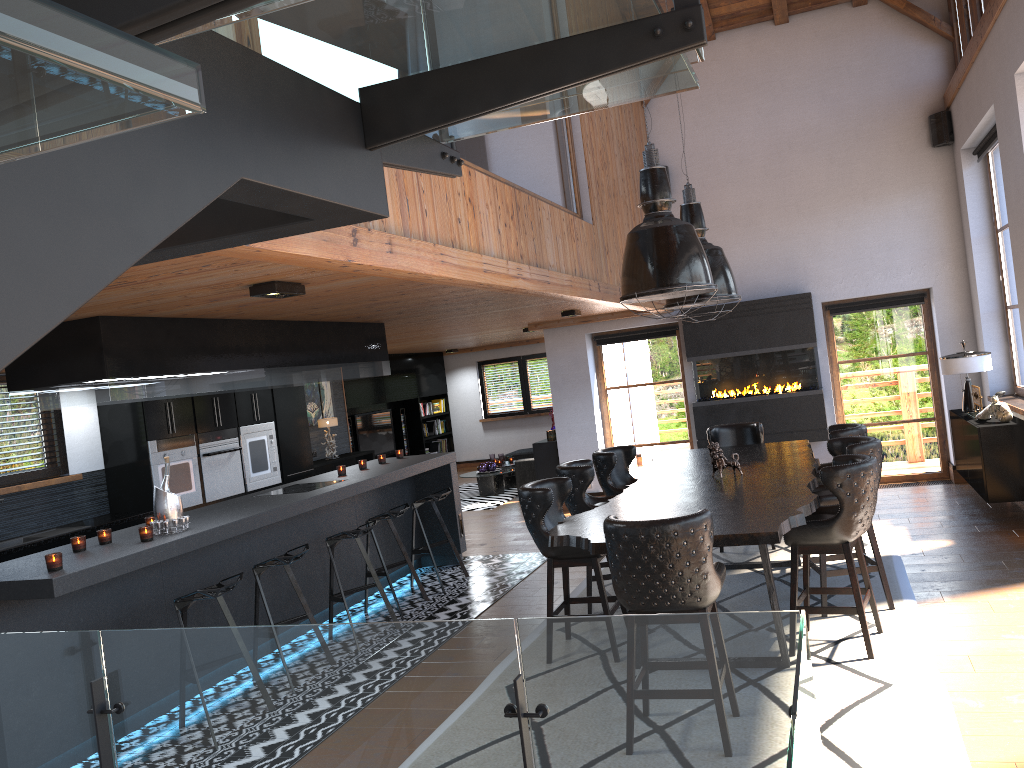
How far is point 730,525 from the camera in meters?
4.3 m

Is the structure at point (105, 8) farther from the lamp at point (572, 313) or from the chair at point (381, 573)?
the lamp at point (572, 313)

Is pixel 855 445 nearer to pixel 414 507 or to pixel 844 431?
pixel 844 431

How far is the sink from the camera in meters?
7.0

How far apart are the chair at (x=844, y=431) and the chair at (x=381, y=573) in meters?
3.4

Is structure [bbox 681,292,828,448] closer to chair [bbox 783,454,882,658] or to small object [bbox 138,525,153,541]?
chair [bbox 783,454,882,658]

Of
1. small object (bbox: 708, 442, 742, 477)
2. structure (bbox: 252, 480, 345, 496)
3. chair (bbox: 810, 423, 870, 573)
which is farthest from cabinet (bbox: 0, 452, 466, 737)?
chair (bbox: 810, 423, 870, 573)

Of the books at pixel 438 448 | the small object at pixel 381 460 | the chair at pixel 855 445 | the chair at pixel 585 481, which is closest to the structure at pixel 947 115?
the chair at pixel 855 445

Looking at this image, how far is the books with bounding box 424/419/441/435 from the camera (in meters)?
16.80

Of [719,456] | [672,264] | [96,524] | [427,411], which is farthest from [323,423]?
[672,264]
